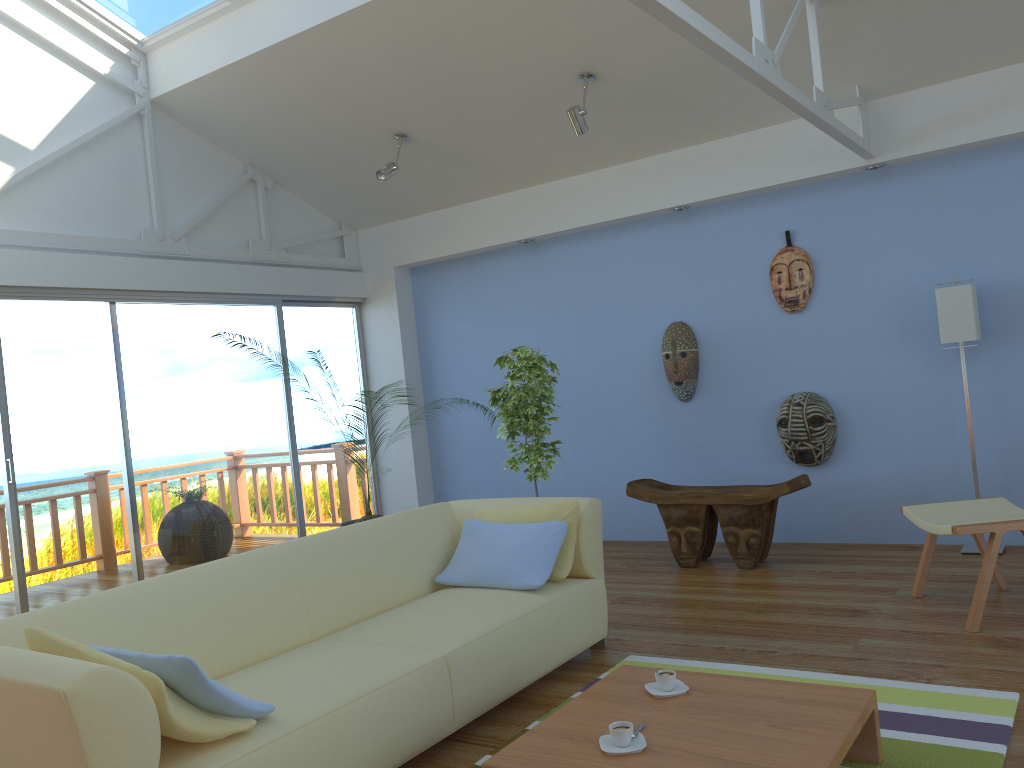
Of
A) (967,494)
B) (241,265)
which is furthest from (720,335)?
(241,265)

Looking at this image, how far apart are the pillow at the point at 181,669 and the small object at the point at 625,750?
0.87m

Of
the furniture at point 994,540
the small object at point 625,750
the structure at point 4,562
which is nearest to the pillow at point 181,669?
the small object at point 625,750

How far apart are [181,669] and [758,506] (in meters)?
3.52

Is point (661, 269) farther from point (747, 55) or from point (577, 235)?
point (747, 55)

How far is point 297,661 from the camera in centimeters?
287cm

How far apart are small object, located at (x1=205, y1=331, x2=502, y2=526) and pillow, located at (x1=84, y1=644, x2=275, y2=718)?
3.2 meters

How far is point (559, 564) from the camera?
3.62m

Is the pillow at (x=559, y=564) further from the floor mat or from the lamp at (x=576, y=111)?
the lamp at (x=576, y=111)

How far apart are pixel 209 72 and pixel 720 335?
Result: 3.59m
